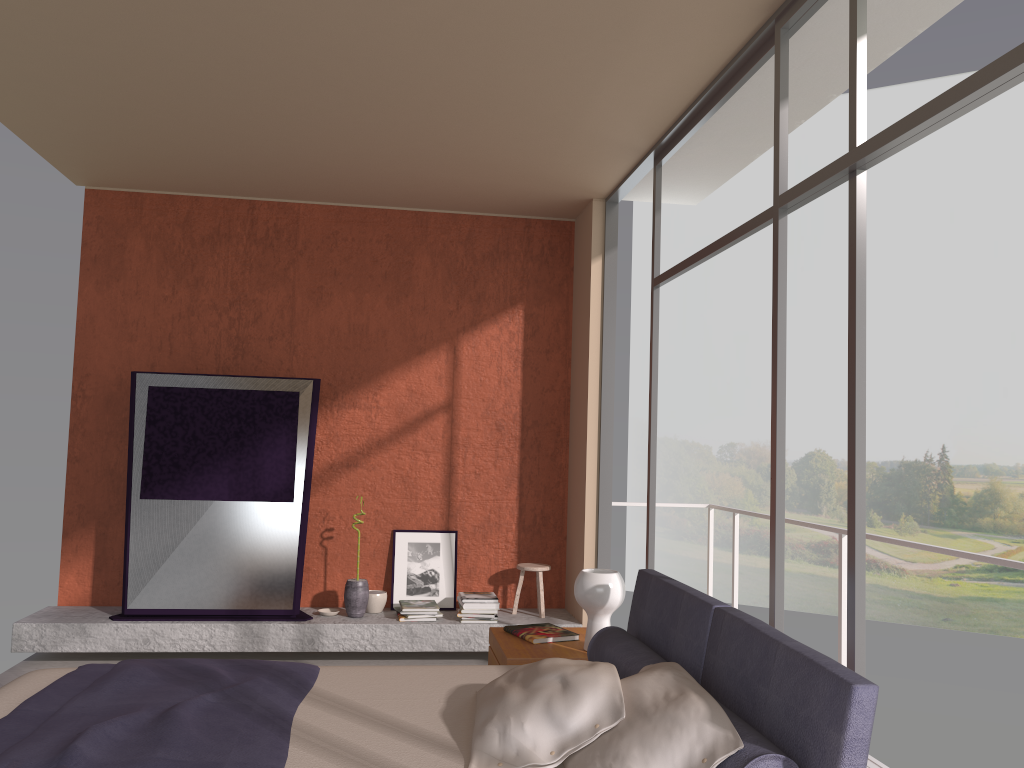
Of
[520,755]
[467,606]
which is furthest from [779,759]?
[467,606]

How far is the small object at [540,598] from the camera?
6.1 meters

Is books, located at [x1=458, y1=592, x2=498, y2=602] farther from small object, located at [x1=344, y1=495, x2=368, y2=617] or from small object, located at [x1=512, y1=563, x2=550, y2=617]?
small object, located at [x1=344, y1=495, x2=368, y2=617]

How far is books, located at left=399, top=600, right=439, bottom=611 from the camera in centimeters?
583cm

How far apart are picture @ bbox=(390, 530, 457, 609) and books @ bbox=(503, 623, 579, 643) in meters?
2.2

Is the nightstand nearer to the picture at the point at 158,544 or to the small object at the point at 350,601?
the small object at the point at 350,601

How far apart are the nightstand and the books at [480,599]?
1.69m

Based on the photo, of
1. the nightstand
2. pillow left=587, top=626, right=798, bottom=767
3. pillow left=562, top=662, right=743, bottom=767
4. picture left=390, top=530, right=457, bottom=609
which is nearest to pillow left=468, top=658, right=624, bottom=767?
pillow left=562, top=662, right=743, bottom=767

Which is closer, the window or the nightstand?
the window

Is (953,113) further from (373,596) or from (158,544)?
(158,544)
